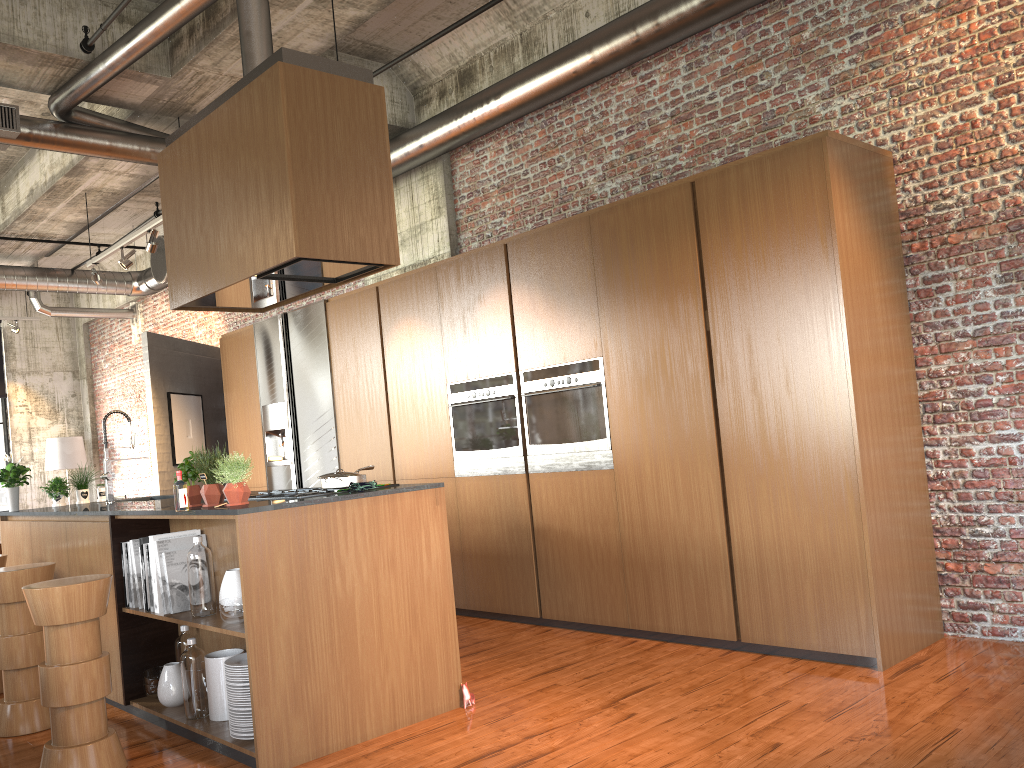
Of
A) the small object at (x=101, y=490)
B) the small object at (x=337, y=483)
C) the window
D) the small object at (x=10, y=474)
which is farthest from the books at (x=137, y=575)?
the window

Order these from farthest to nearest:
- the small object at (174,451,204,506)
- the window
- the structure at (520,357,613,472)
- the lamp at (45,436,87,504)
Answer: the window < the lamp at (45,436,87,504) < the structure at (520,357,613,472) < the small object at (174,451,204,506)

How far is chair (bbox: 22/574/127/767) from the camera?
4.24m

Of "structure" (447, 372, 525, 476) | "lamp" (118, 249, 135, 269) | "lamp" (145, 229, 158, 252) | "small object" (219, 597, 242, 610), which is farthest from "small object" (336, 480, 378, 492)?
"lamp" (118, 249, 135, 269)

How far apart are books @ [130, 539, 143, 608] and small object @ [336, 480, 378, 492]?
1.5m

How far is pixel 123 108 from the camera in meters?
7.8

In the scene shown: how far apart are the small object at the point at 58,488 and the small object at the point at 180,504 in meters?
3.6

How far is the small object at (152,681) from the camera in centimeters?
527cm

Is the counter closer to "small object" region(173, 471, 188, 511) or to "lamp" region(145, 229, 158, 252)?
"small object" region(173, 471, 188, 511)

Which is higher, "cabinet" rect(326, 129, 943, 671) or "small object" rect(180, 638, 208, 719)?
"cabinet" rect(326, 129, 943, 671)
